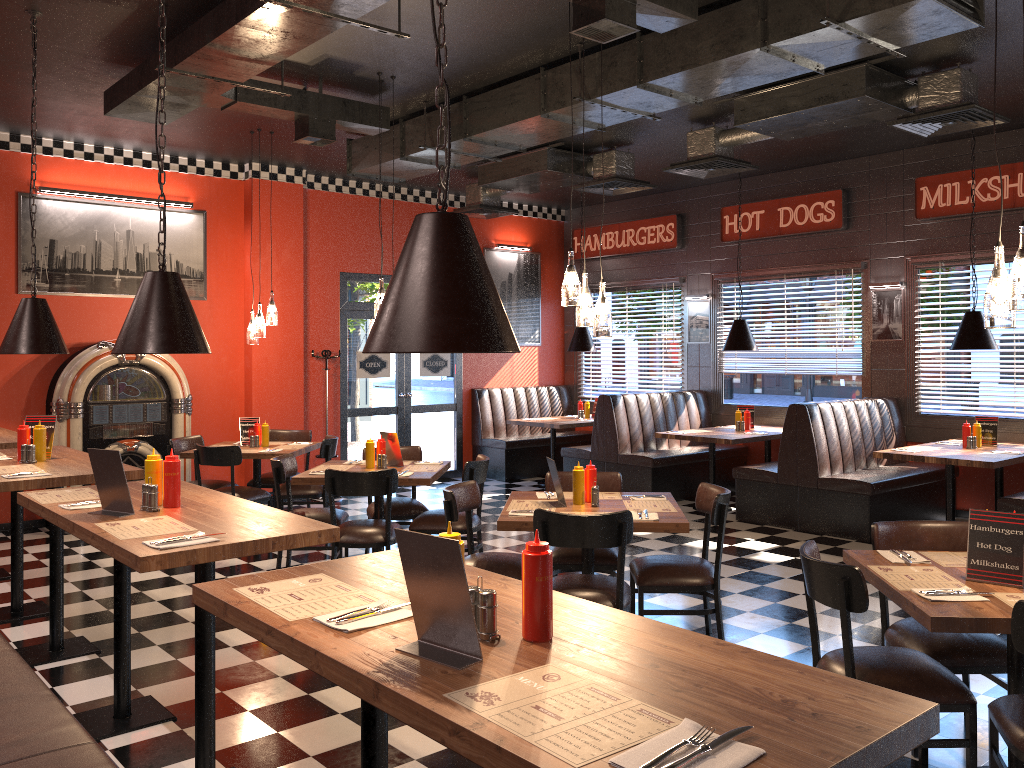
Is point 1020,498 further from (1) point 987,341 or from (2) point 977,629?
(2) point 977,629

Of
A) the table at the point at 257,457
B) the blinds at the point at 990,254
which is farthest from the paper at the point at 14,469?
the blinds at the point at 990,254

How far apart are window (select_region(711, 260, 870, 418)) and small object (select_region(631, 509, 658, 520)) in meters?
5.6 m

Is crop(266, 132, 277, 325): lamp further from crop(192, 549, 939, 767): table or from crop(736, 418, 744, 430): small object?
crop(192, 549, 939, 767): table

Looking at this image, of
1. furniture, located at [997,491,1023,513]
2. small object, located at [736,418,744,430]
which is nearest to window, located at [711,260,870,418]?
small object, located at [736,418,744,430]

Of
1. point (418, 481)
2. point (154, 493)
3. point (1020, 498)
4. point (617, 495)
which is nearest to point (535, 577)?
point (154, 493)

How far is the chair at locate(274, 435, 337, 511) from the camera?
7.79m

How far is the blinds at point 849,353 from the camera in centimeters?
938cm

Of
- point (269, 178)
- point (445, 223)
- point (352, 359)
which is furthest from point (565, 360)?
point (445, 223)

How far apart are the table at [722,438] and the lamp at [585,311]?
4.07m
